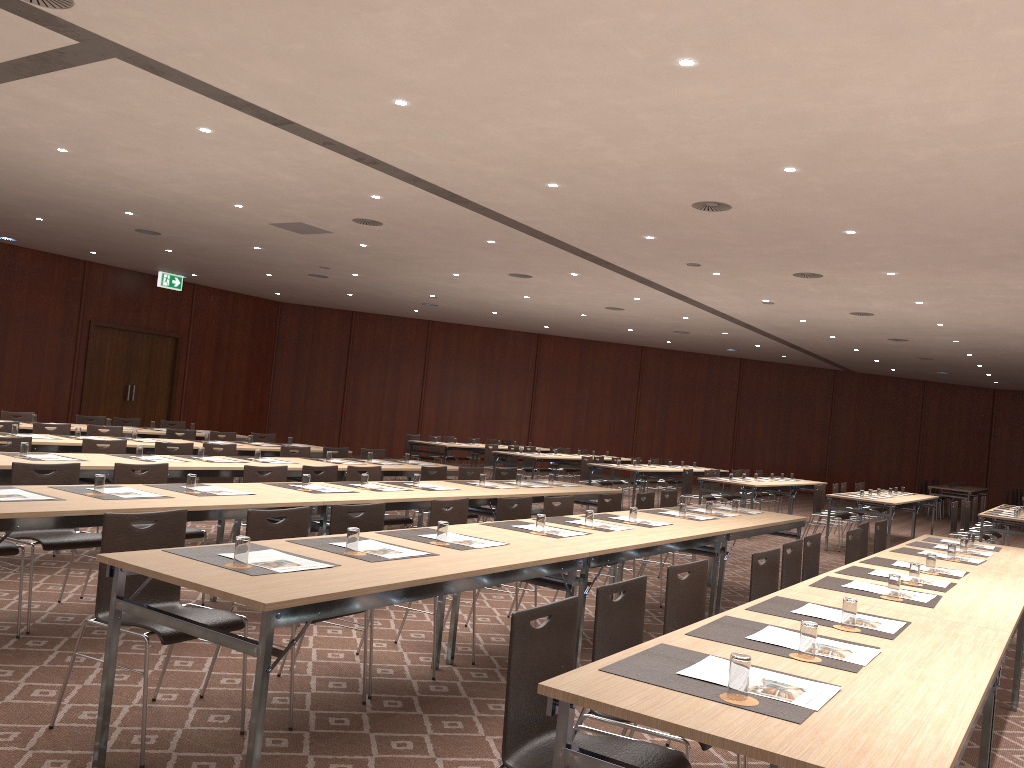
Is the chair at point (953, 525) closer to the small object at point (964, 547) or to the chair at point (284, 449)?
the small object at point (964, 547)

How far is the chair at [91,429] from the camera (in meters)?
10.11

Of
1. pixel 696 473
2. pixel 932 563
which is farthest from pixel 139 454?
pixel 696 473

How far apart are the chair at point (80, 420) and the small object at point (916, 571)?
10.9 meters

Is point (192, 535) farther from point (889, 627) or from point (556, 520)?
point (889, 627)

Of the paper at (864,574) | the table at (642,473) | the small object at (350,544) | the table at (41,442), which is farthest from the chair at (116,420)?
the paper at (864,574)

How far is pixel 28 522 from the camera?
4.25m

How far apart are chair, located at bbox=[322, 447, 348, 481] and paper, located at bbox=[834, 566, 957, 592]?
6.8m

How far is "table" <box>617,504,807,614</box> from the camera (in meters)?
6.94

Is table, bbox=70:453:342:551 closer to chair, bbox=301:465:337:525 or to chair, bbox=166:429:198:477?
chair, bbox=301:465:337:525
